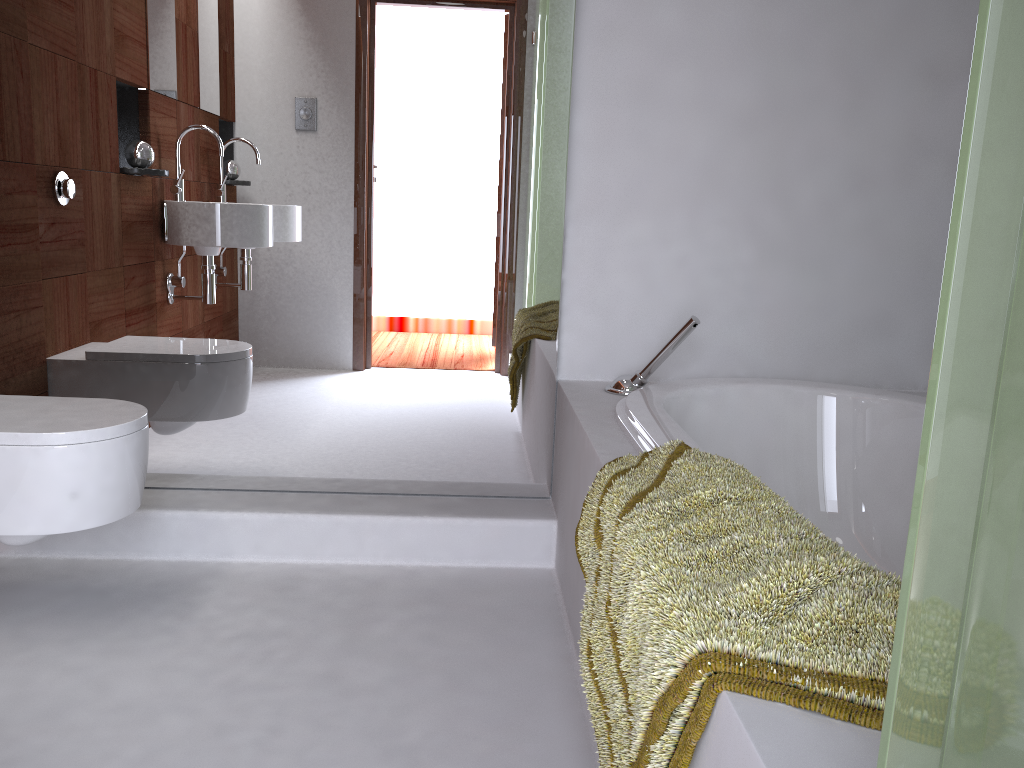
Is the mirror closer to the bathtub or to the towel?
the bathtub

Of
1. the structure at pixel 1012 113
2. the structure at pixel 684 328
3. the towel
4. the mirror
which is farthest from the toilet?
the structure at pixel 1012 113

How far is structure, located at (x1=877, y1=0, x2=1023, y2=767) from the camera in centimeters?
50cm

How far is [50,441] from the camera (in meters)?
1.67

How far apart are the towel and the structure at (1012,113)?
0.2 meters

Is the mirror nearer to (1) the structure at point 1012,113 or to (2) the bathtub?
(2) the bathtub

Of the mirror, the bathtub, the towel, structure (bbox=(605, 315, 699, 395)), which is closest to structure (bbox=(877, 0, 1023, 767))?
the towel

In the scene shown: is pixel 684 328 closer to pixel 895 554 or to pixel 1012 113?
pixel 895 554

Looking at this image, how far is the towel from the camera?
0.8 meters

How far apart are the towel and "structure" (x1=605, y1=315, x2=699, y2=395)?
0.62m
